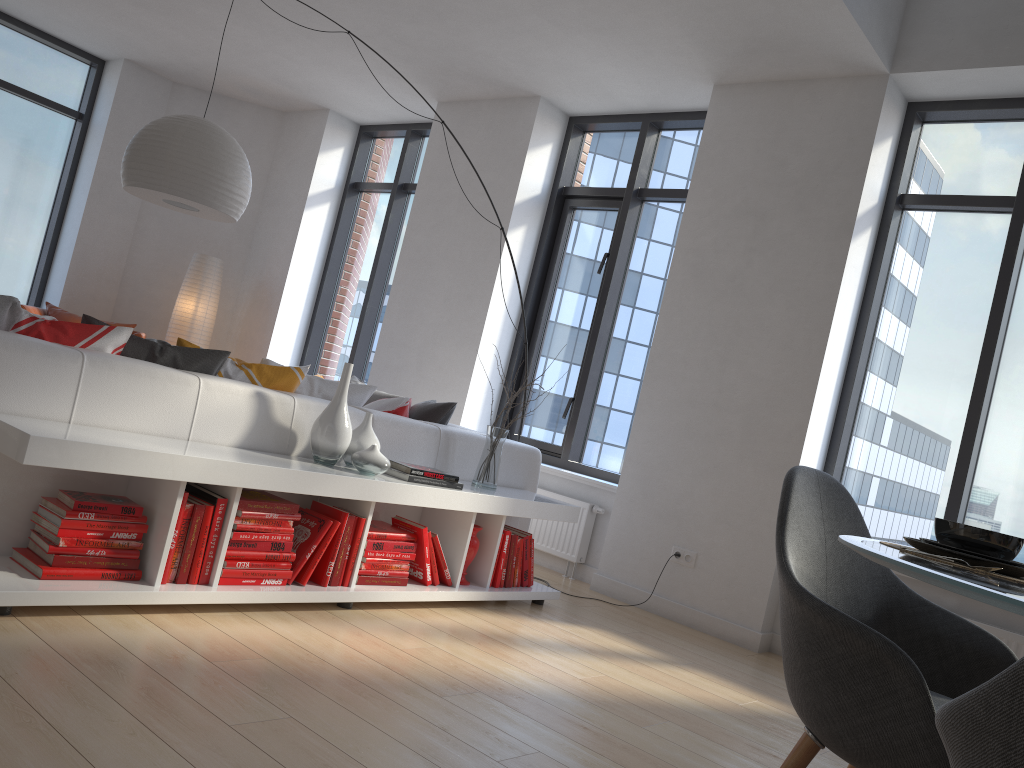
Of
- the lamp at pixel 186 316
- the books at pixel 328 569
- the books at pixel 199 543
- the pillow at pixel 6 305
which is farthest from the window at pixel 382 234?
the books at pixel 199 543

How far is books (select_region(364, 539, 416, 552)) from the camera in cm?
342

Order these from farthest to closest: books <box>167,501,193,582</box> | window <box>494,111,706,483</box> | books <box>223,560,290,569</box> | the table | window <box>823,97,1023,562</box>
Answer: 1. window <box>494,111,706,483</box>
2. window <box>823,97,1023,562</box>
3. books <box>223,560,290,569</box>
4. books <box>167,501,193,582</box>
5. the table

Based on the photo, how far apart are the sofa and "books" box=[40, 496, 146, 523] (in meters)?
0.25

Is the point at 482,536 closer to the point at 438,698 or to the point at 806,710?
the point at 438,698

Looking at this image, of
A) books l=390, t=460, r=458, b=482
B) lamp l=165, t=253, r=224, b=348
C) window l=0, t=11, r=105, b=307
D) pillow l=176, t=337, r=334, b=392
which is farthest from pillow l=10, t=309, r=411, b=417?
window l=0, t=11, r=105, b=307

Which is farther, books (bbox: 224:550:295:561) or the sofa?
books (bbox: 224:550:295:561)

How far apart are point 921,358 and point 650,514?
1.64m

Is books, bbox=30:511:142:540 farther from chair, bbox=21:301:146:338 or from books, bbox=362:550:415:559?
chair, bbox=21:301:146:338

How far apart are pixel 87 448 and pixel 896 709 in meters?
2.1
